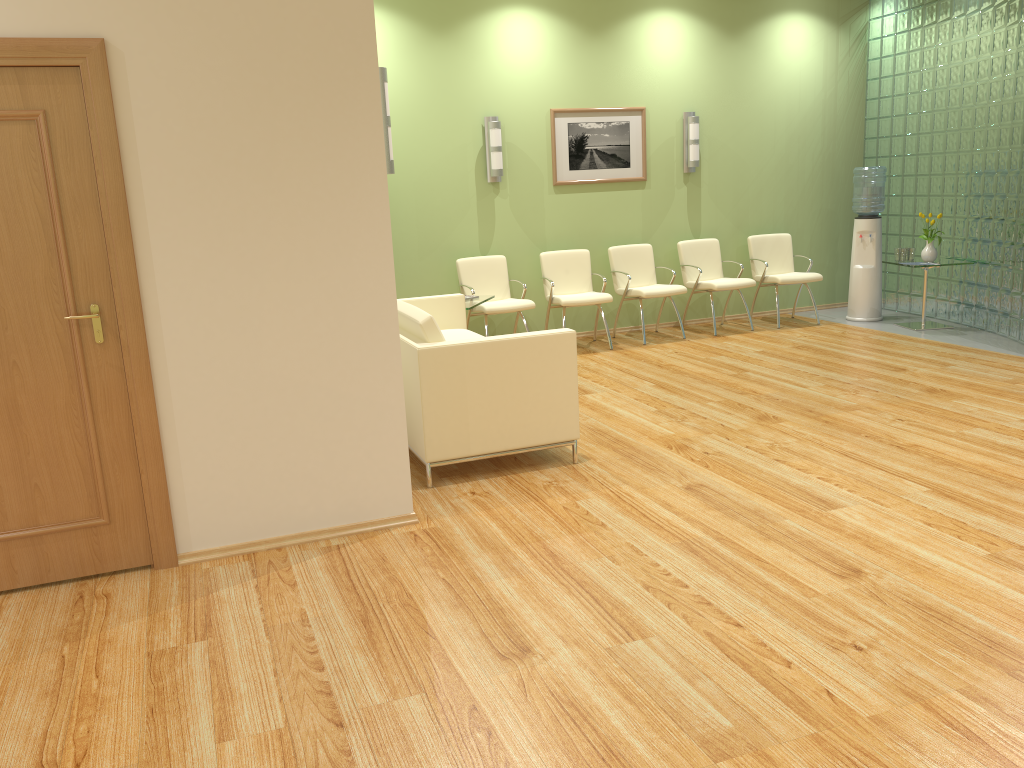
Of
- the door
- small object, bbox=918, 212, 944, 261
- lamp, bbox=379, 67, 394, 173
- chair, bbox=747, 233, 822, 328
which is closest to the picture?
chair, bbox=747, 233, 822, 328

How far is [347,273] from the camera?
3.8m

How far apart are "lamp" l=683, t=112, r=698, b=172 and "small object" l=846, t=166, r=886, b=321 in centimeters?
156cm

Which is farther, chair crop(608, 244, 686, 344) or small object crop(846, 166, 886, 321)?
small object crop(846, 166, 886, 321)

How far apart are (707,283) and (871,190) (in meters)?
1.86

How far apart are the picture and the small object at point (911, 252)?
2.6m

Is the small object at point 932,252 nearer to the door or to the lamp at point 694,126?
the lamp at point 694,126

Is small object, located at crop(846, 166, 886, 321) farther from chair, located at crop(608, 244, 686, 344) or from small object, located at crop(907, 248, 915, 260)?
chair, located at crop(608, 244, 686, 344)

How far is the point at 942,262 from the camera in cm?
817

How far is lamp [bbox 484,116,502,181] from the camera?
8.0 meters
